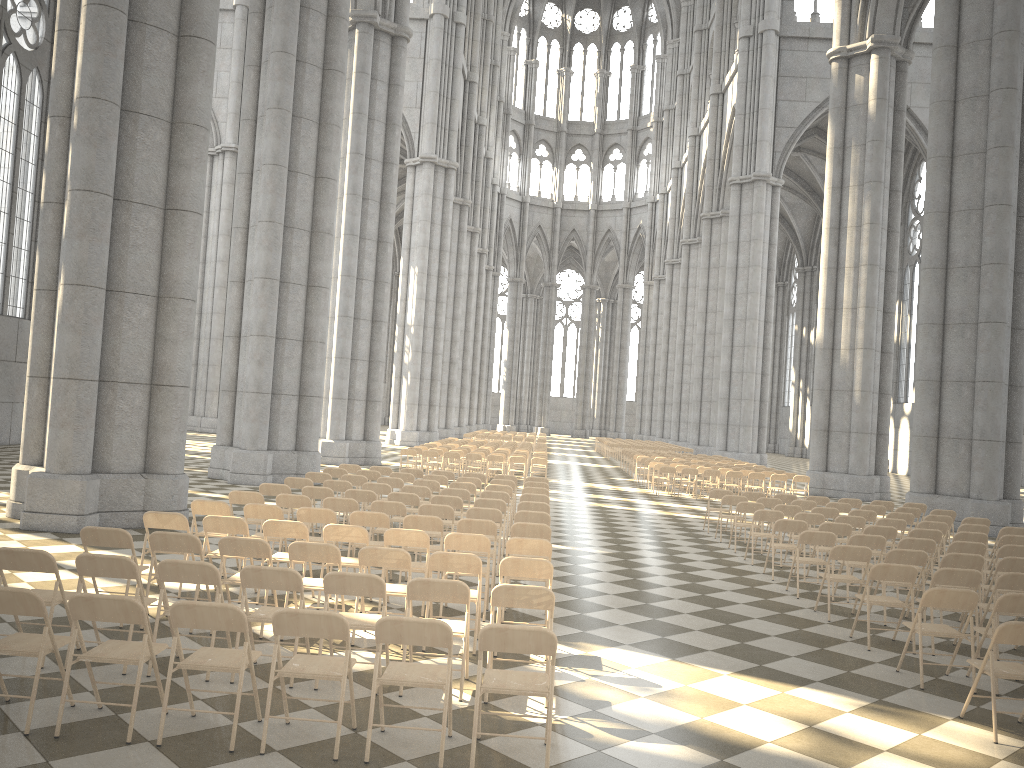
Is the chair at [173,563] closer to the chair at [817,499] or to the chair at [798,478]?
the chair at [817,499]

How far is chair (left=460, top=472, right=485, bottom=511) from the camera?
16.46m

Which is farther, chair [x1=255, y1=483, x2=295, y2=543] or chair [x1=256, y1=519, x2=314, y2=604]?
chair [x1=255, y1=483, x2=295, y2=543]

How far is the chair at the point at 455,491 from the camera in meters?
13.0 m

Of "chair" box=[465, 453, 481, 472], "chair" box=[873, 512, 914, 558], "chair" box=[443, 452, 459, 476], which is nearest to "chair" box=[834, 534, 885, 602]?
"chair" box=[873, 512, 914, 558]

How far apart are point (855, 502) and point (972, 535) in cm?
463

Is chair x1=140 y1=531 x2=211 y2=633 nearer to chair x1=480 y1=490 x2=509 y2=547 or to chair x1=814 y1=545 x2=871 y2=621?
chair x1=480 y1=490 x2=509 y2=547

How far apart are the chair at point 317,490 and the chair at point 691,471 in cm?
1353

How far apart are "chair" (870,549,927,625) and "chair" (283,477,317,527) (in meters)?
7.91

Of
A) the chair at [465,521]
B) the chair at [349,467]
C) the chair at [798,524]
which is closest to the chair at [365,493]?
the chair at [465,521]
